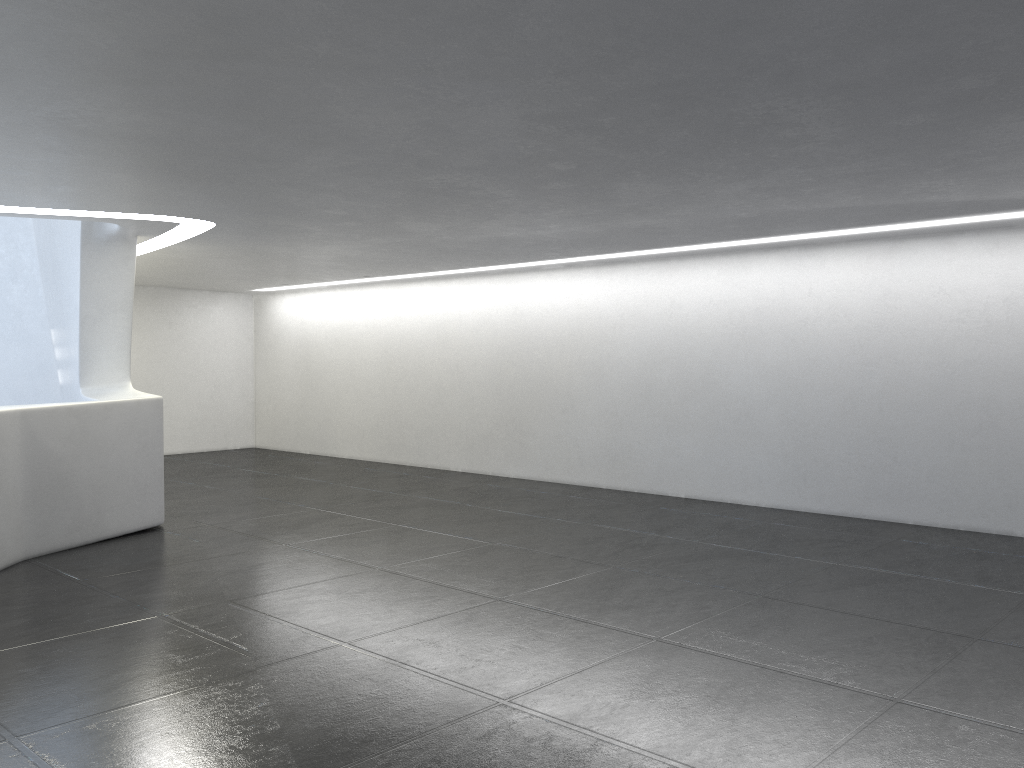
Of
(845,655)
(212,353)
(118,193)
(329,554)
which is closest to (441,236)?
(118,193)

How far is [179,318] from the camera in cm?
2072
